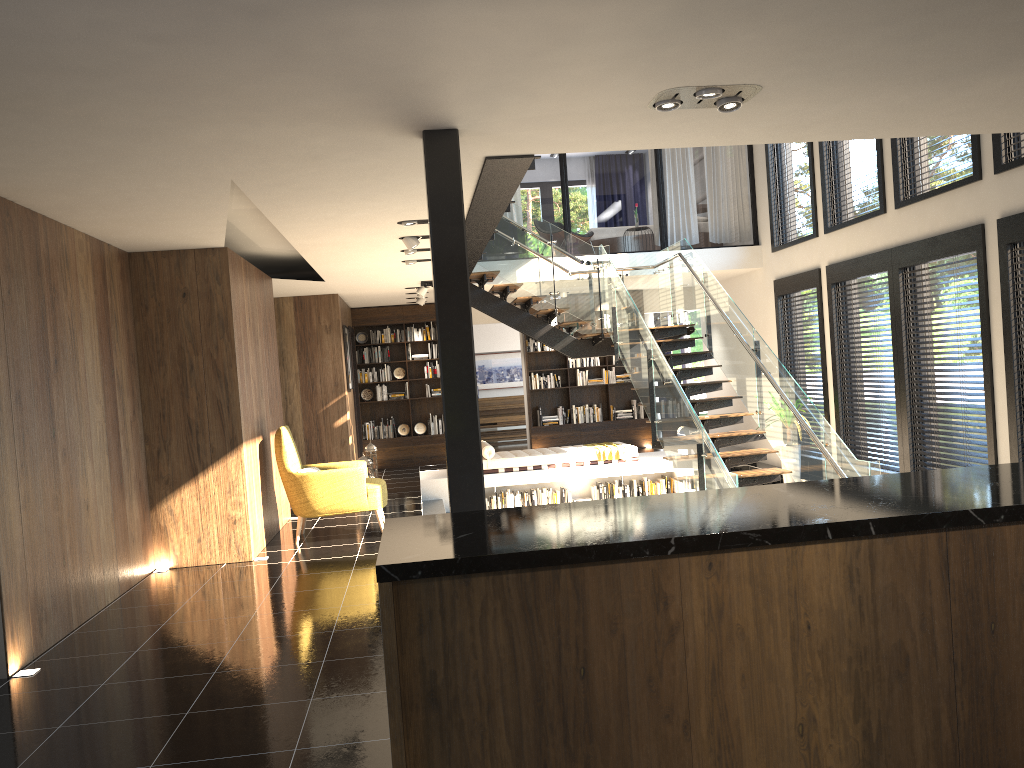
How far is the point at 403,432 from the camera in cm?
1477

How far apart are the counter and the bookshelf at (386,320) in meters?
12.1 m

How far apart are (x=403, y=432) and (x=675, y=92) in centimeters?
1119cm

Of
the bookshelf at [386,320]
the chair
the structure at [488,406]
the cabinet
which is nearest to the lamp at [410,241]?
the chair

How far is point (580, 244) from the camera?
11.2m

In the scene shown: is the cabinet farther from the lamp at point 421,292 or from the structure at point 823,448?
the lamp at point 421,292

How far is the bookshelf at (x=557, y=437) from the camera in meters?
15.0 m

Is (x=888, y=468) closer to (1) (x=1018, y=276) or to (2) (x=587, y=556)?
(1) (x=1018, y=276)

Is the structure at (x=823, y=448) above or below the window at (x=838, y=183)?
below

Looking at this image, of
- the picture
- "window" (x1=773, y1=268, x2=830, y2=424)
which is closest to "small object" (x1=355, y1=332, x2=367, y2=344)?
the picture
